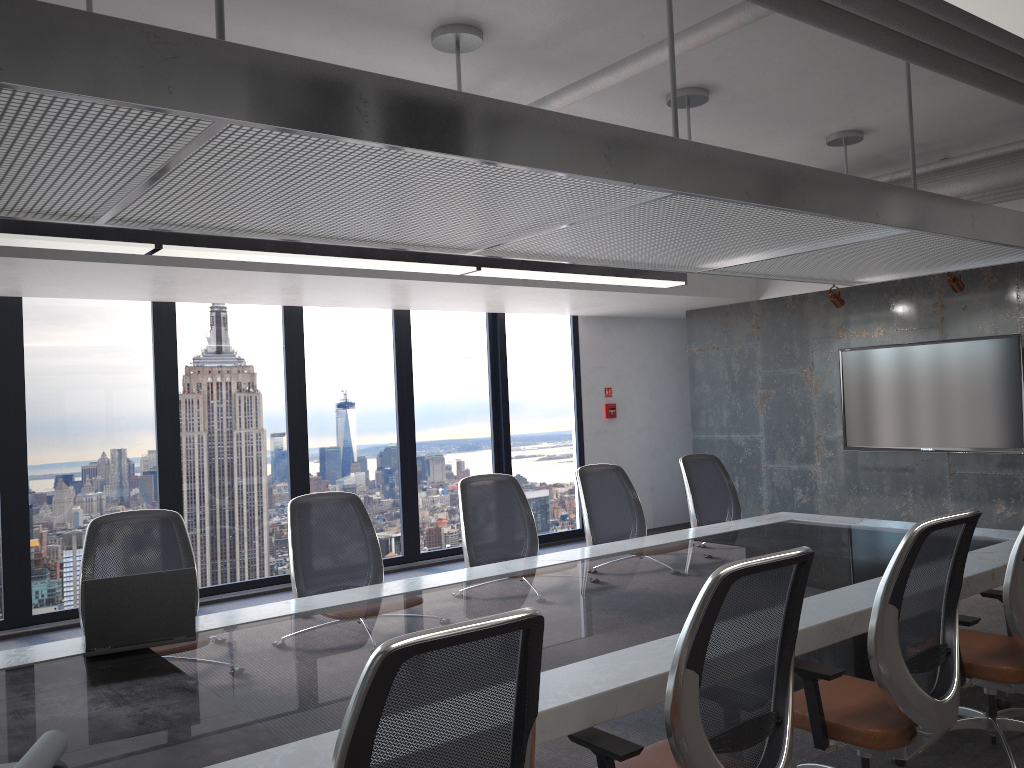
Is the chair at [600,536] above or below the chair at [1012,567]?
above

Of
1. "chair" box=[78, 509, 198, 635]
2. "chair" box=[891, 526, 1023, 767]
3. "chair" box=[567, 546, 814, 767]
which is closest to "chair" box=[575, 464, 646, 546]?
"chair" box=[891, 526, 1023, 767]

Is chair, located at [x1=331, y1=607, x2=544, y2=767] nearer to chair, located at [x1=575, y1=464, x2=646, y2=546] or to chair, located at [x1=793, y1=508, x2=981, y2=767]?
chair, located at [x1=793, y1=508, x2=981, y2=767]

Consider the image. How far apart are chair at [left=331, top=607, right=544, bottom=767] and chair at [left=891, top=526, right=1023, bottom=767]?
2.33m

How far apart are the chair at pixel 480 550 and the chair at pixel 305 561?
0.6 meters

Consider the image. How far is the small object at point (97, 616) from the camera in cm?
310

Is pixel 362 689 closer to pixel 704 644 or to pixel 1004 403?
pixel 704 644

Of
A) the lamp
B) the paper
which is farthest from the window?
the paper

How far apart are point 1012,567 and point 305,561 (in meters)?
3.05

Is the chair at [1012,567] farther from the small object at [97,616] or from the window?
the window
